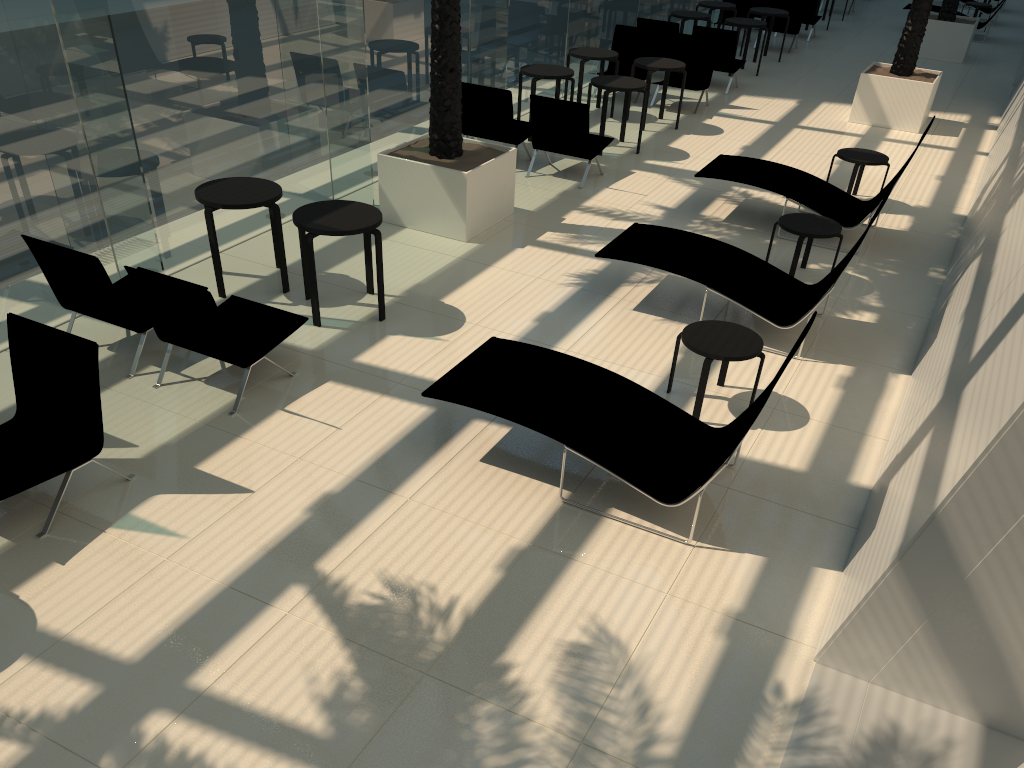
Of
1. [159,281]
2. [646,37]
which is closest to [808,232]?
[159,281]

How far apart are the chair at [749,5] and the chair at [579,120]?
9.7m

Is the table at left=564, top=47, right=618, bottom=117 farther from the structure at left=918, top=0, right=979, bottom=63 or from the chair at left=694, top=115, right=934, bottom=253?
the structure at left=918, top=0, right=979, bottom=63

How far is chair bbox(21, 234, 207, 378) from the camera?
6.0m

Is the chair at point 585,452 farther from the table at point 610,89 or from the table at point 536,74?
the table at point 536,74

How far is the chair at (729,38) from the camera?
14.31m

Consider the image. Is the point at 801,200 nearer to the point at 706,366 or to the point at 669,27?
the point at 706,366

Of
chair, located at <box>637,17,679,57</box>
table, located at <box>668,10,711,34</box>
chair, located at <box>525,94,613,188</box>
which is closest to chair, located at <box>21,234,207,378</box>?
chair, located at <box>525,94,613,188</box>

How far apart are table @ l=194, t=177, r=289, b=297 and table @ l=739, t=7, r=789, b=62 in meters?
12.4 m

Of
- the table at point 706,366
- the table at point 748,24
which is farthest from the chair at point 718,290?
the table at point 748,24
